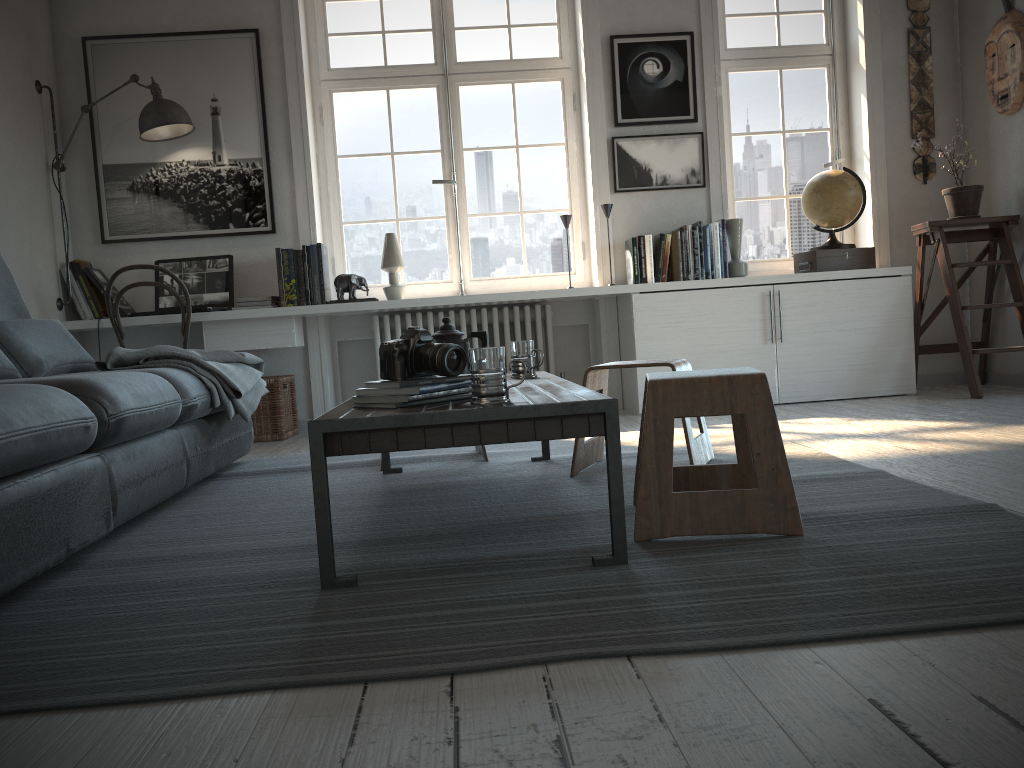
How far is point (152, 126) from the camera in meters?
4.4 m

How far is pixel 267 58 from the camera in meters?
4.8

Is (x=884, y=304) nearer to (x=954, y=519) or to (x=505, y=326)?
(x=505, y=326)

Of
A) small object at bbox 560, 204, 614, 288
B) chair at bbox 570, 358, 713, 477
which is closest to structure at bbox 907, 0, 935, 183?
small object at bbox 560, 204, 614, 288

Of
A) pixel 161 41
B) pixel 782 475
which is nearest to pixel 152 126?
pixel 161 41

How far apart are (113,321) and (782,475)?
3.53m

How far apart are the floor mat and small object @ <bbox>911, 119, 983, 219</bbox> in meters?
2.0 m

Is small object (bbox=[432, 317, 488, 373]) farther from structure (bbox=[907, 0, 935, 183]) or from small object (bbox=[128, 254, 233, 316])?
structure (bbox=[907, 0, 935, 183])

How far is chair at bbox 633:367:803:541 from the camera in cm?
186

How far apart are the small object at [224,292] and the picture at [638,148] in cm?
213
